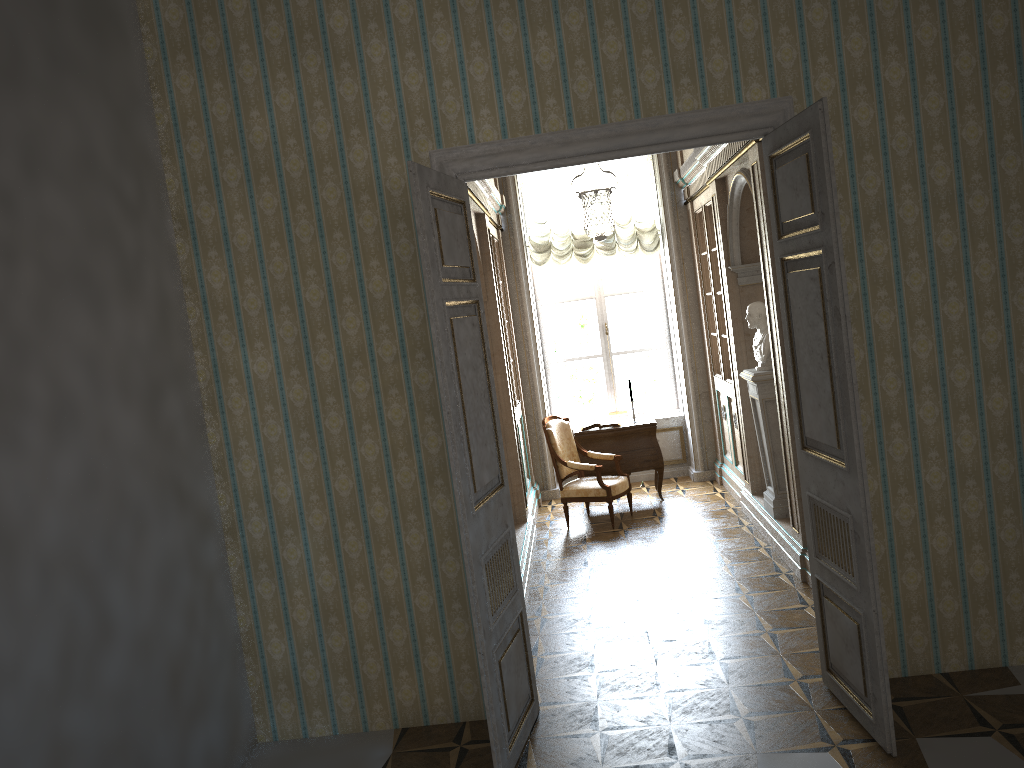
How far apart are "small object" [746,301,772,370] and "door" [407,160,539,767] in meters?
3.1 m

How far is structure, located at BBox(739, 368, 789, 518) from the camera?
6.6 meters

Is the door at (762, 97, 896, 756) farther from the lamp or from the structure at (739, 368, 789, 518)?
the structure at (739, 368, 789, 518)

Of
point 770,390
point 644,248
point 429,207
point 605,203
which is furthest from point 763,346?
point 429,207

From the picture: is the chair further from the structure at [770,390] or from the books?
the structure at [770,390]

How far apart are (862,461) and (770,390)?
3.1 meters

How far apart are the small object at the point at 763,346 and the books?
2.28m

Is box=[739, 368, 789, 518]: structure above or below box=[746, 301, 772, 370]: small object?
below

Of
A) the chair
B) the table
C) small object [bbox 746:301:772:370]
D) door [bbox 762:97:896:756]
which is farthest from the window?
door [bbox 762:97:896:756]

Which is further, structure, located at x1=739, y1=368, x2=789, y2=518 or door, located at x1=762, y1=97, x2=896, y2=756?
structure, located at x1=739, y1=368, x2=789, y2=518
